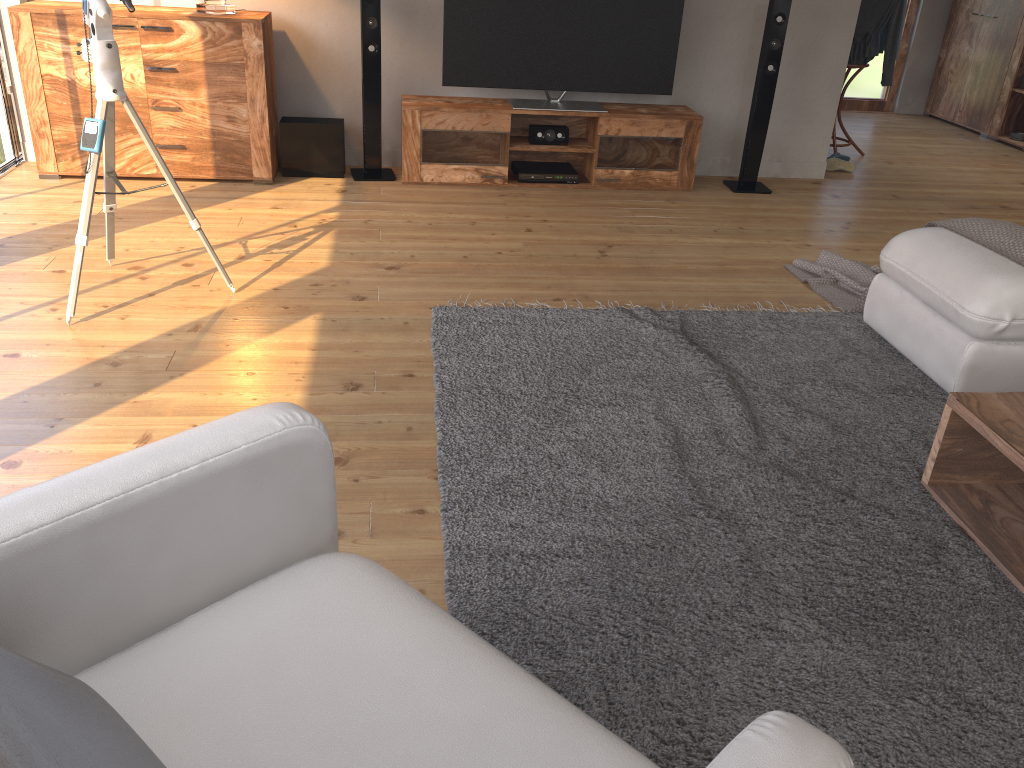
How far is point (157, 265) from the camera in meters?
3.7

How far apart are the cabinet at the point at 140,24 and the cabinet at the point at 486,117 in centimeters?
72cm

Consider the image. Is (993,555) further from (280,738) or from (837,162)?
(837,162)

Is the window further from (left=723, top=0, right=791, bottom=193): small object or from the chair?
the chair

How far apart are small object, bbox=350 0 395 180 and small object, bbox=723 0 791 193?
→ 2.02m

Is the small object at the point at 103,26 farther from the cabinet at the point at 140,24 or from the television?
the television

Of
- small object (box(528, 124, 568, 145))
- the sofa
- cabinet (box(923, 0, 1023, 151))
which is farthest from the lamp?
cabinet (box(923, 0, 1023, 151))

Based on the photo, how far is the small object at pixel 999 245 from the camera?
3.00m

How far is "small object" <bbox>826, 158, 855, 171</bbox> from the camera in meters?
5.9 m

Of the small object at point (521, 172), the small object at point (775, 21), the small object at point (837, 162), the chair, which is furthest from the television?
the chair
